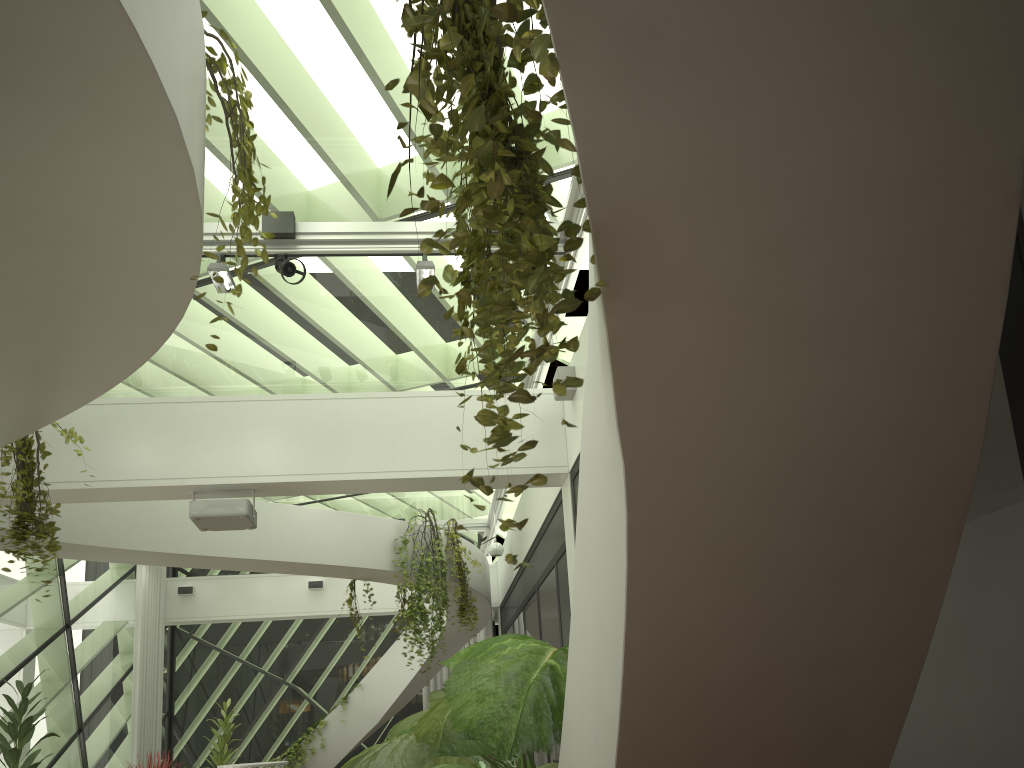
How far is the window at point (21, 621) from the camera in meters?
9.6

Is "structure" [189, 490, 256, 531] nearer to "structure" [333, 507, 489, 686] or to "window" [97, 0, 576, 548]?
"window" [97, 0, 576, 548]

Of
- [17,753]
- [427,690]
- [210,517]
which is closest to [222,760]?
[427,690]

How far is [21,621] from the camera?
9.6m

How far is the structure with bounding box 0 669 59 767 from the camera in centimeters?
663cm

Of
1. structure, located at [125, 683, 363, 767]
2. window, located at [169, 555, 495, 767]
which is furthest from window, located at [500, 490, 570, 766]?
structure, located at [125, 683, 363, 767]

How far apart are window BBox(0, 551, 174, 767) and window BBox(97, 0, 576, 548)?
2.6m

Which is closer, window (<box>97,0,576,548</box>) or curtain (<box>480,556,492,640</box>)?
window (<box>97,0,576,548</box>)

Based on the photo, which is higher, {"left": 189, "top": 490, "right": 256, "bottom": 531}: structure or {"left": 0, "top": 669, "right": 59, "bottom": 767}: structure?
{"left": 189, "top": 490, "right": 256, "bottom": 531}: structure

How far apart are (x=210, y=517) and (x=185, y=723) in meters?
9.9
